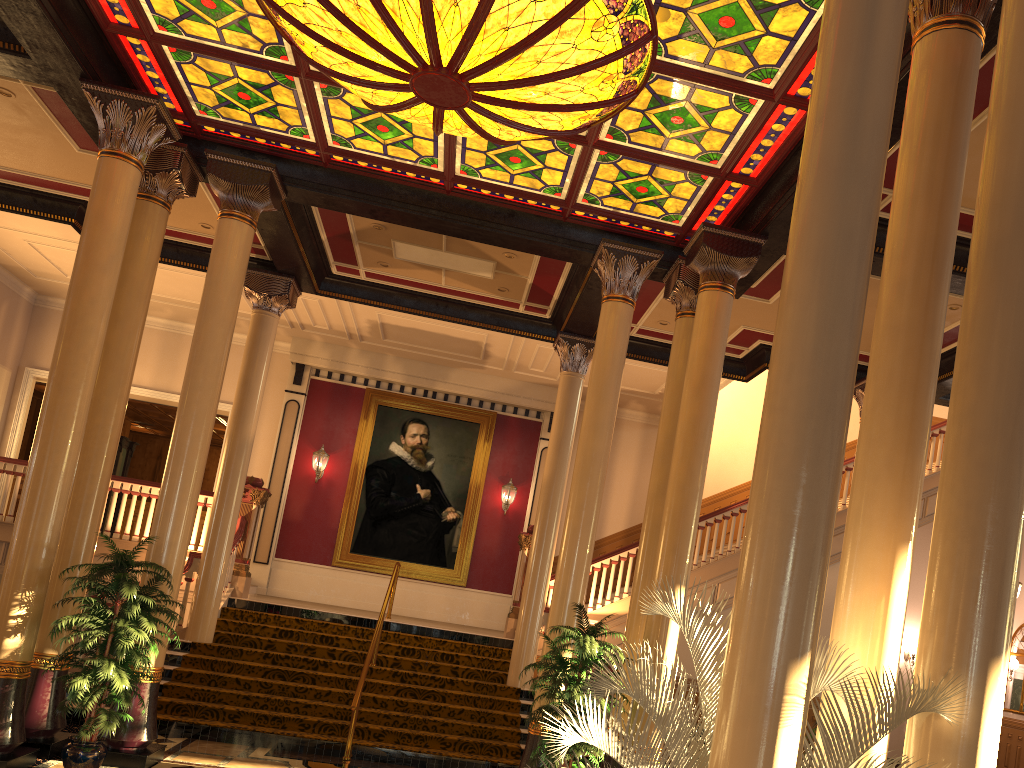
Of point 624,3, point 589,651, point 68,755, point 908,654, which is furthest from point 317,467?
point 908,654

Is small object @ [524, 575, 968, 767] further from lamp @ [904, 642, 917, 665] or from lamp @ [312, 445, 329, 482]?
lamp @ [904, 642, 917, 665]

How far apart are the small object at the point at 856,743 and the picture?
12.8m

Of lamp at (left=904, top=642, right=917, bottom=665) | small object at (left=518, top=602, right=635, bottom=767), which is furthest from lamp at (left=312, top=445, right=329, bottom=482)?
lamp at (left=904, top=642, right=917, bottom=665)

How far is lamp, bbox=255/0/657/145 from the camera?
6.1 meters

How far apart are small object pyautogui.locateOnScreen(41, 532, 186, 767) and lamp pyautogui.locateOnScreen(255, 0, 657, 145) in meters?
4.4 m

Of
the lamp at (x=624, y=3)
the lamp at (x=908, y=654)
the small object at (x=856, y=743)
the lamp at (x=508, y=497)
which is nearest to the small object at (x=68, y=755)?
the lamp at (x=624, y=3)

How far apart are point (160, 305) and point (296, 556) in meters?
5.3 m

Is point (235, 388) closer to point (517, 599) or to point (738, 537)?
point (517, 599)

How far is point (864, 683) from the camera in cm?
341
